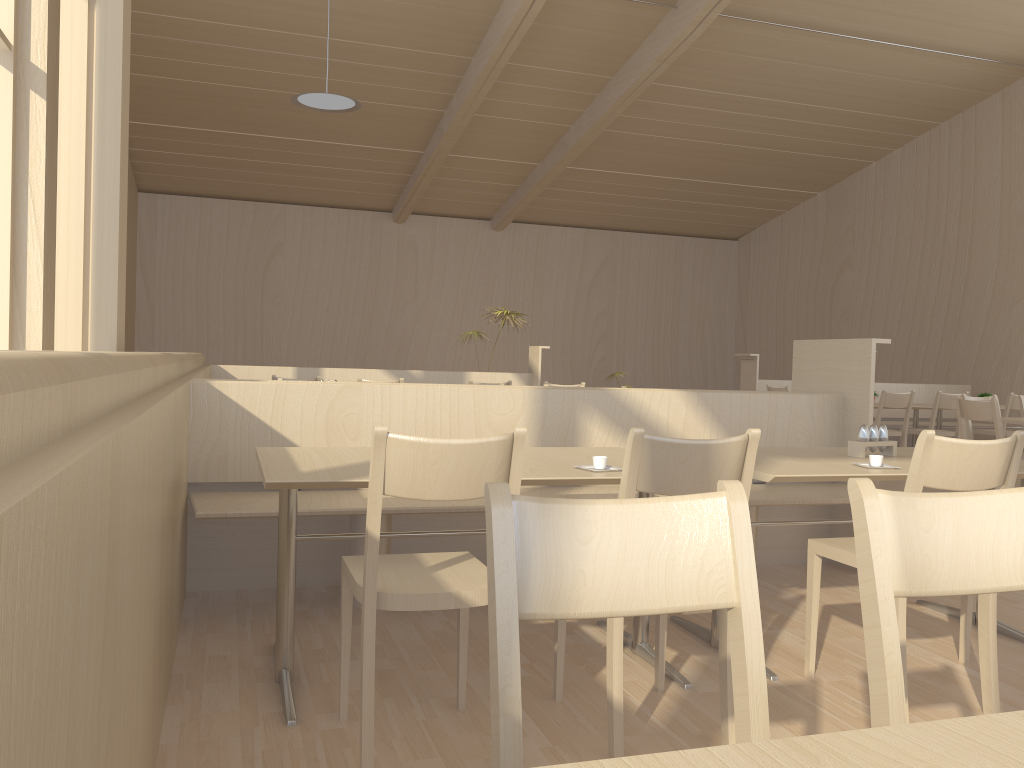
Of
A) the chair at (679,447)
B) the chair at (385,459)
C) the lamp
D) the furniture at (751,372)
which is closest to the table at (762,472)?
the chair at (679,447)

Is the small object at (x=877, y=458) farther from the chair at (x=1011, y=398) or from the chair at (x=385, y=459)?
the chair at (x=1011, y=398)

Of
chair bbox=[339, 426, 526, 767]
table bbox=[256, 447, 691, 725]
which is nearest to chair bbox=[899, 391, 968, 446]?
table bbox=[256, 447, 691, 725]

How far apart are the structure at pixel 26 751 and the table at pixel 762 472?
1.64m

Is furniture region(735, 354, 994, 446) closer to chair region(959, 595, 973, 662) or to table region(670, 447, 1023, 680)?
table region(670, 447, 1023, 680)

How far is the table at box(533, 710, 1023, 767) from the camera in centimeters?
69cm

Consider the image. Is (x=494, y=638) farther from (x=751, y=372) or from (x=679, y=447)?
(x=751, y=372)

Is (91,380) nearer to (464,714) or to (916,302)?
(464,714)

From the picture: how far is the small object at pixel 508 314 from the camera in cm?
905

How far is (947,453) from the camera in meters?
2.3 m
